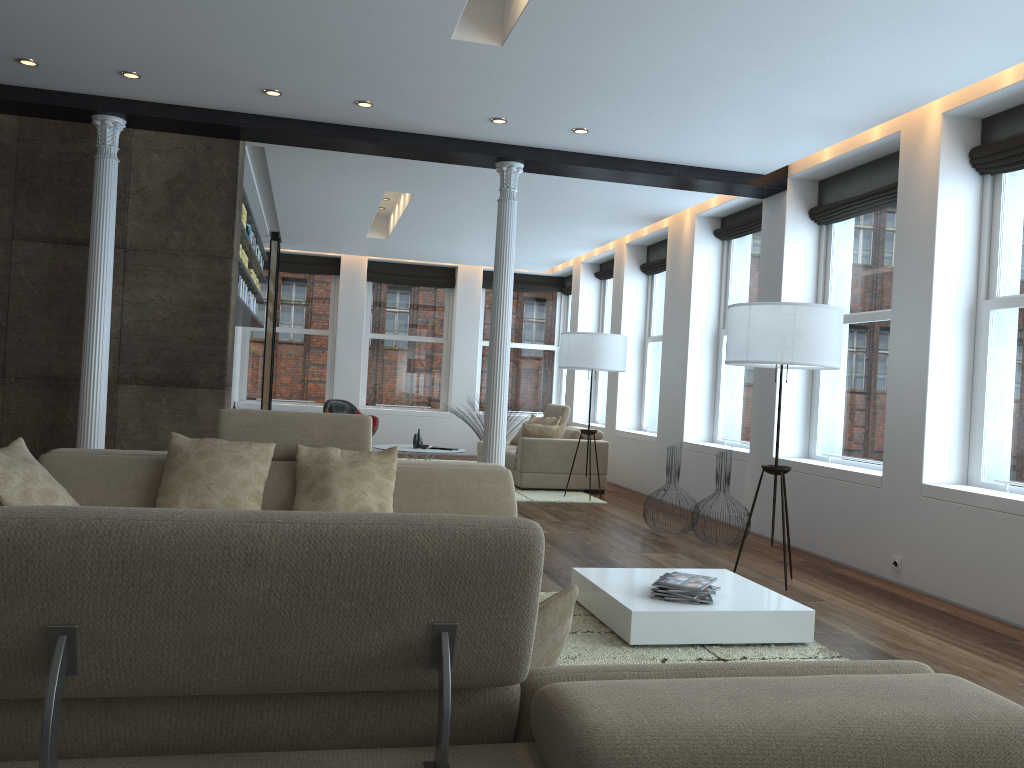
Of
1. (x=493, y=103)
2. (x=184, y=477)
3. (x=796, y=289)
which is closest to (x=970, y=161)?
(x=796, y=289)

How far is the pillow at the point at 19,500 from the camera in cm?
373

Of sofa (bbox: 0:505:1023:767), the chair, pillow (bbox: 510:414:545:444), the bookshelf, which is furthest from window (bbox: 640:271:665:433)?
sofa (bbox: 0:505:1023:767)

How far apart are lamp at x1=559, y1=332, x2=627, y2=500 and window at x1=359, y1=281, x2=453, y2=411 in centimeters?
543cm

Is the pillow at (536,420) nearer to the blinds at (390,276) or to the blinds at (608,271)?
the blinds at (608,271)

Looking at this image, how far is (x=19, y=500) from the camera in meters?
3.7

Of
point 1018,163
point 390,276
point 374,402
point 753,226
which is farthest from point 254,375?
point 1018,163

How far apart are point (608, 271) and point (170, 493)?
8.9 meters

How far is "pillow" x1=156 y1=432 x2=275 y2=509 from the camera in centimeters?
420cm

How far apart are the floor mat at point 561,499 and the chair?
3.4 meters
